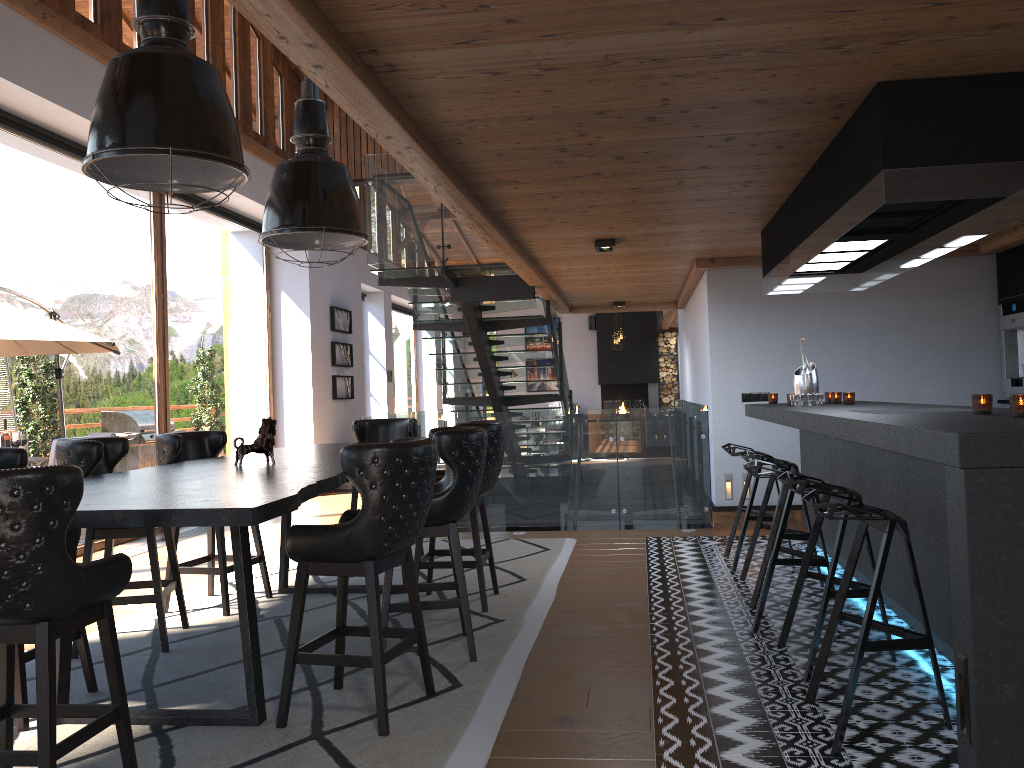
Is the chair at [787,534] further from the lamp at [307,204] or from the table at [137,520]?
the lamp at [307,204]

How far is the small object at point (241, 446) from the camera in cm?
459

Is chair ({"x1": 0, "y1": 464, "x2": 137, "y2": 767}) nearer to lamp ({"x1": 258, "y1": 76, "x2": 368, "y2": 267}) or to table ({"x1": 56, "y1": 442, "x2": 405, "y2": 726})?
table ({"x1": 56, "y1": 442, "x2": 405, "y2": 726})

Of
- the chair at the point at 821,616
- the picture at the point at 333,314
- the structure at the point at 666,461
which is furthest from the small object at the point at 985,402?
the picture at the point at 333,314

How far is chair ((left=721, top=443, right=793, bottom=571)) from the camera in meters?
6.0 m

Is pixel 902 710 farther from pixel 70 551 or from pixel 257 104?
pixel 257 104

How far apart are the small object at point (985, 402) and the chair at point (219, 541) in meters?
4.0 m

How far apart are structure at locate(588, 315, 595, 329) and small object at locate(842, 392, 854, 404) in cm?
1575

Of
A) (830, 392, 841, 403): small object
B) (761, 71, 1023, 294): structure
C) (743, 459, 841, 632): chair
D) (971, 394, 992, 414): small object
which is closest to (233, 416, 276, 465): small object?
(743, 459, 841, 632): chair

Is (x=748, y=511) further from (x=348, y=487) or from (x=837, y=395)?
(x=348, y=487)
